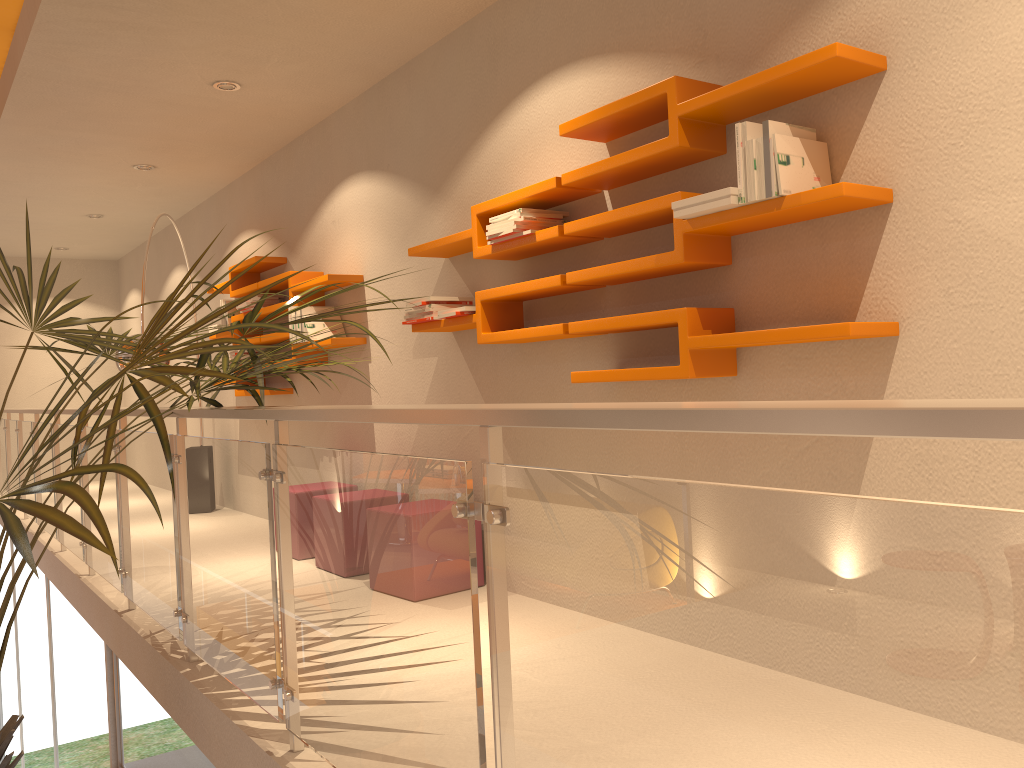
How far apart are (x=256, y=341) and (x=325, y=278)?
1.24m

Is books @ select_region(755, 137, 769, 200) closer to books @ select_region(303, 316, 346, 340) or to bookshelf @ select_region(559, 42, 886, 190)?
bookshelf @ select_region(559, 42, 886, 190)

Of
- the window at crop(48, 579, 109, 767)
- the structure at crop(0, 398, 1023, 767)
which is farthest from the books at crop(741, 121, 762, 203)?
the window at crop(48, 579, 109, 767)

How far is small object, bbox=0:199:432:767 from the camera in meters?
1.5 m

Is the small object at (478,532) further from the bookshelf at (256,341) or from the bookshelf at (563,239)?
the bookshelf at (256,341)

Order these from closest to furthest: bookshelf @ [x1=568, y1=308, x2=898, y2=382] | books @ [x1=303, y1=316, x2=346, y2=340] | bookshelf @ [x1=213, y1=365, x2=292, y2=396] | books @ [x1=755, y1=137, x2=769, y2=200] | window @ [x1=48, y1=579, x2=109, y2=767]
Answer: bookshelf @ [x1=568, y1=308, x2=898, y2=382] → books @ [x1=755, y1=137, x2=769, y2=200] → window @ [x1=48, y1=579, x2=109, y2=767] → books @ [x1=303, y1=316, x2=346, y2=340] → bookshelf @ [x1=213, y1=365, x2=292, y2=396]

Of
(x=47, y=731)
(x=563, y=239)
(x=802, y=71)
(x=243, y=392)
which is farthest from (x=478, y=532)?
(x=47, y=731)

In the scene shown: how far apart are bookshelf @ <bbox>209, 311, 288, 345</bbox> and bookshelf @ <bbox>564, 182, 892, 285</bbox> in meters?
3.4 m

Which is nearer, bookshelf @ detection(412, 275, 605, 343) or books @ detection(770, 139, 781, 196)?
books @ detection(770, 139, 781, 196)

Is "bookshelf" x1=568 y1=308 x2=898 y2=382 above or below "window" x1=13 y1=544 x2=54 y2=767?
above
